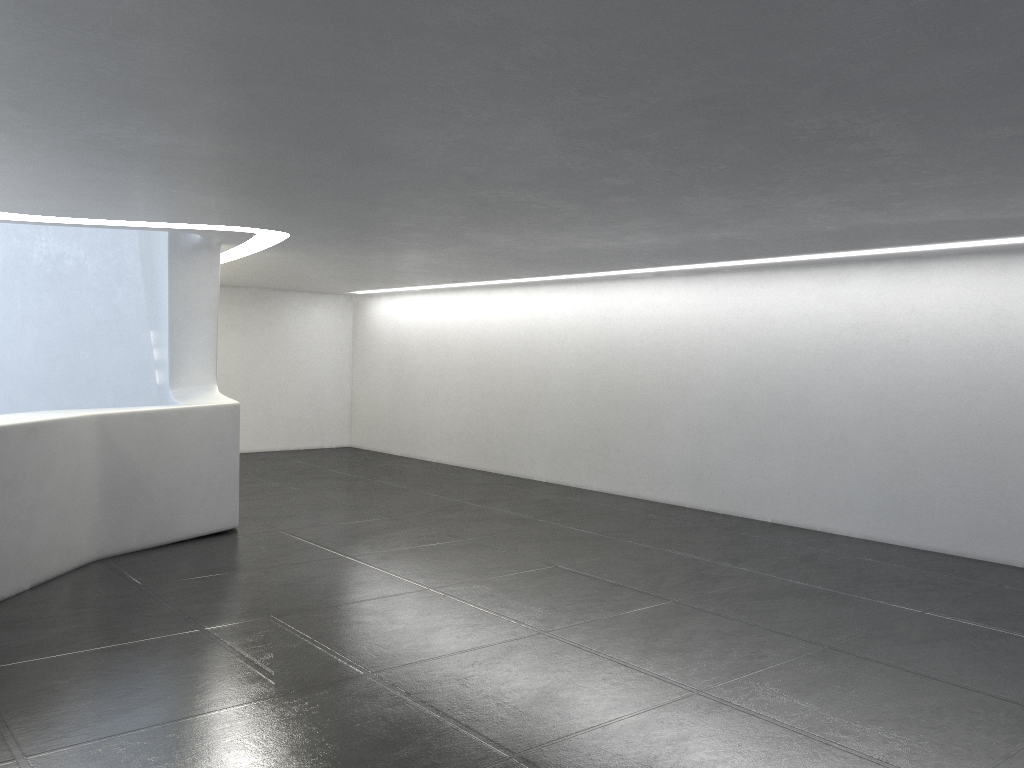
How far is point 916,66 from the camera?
4.5m

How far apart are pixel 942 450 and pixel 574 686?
7.21m
